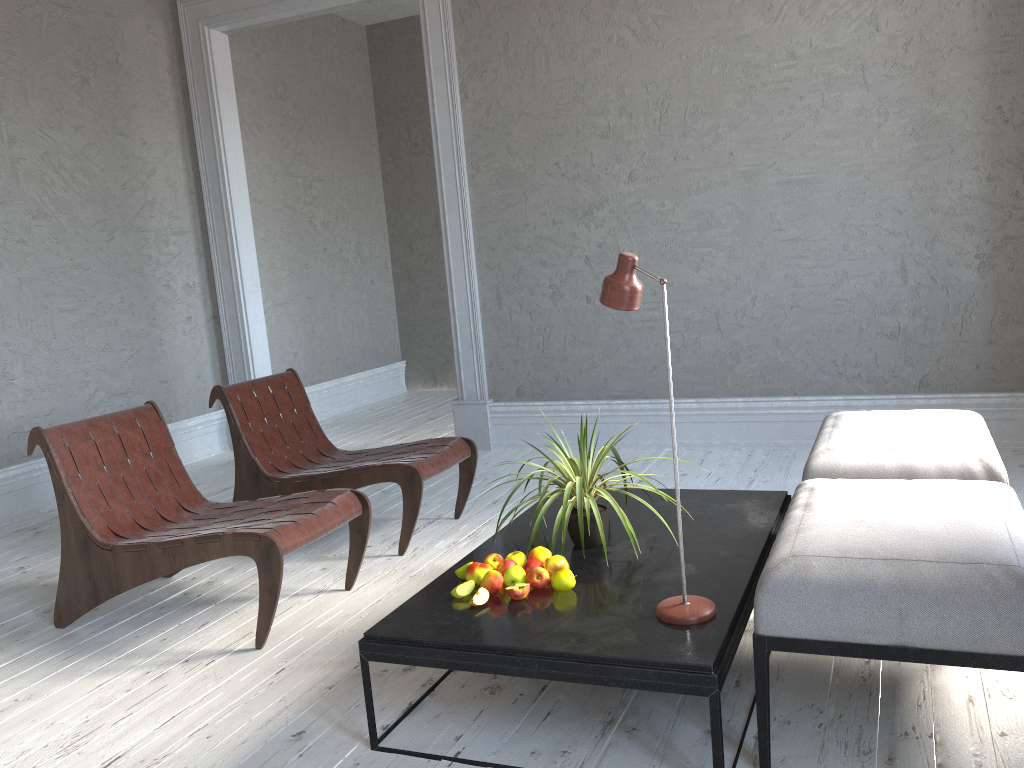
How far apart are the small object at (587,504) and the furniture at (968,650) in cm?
39

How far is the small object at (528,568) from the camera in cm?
232

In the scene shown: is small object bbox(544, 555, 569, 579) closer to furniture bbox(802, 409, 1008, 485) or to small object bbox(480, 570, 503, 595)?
small object bbox(480, 570, 503, 595)

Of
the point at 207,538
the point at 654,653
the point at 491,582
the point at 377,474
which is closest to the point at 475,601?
the point at 491,582

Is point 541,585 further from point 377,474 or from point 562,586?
point 377,474

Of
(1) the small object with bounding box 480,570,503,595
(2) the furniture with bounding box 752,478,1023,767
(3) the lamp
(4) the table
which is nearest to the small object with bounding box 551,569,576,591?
(4) the table

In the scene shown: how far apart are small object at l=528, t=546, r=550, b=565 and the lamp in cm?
41

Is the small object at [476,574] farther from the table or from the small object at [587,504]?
the small object at [587,504]

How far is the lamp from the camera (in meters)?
1.98

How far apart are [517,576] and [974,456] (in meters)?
1.39
